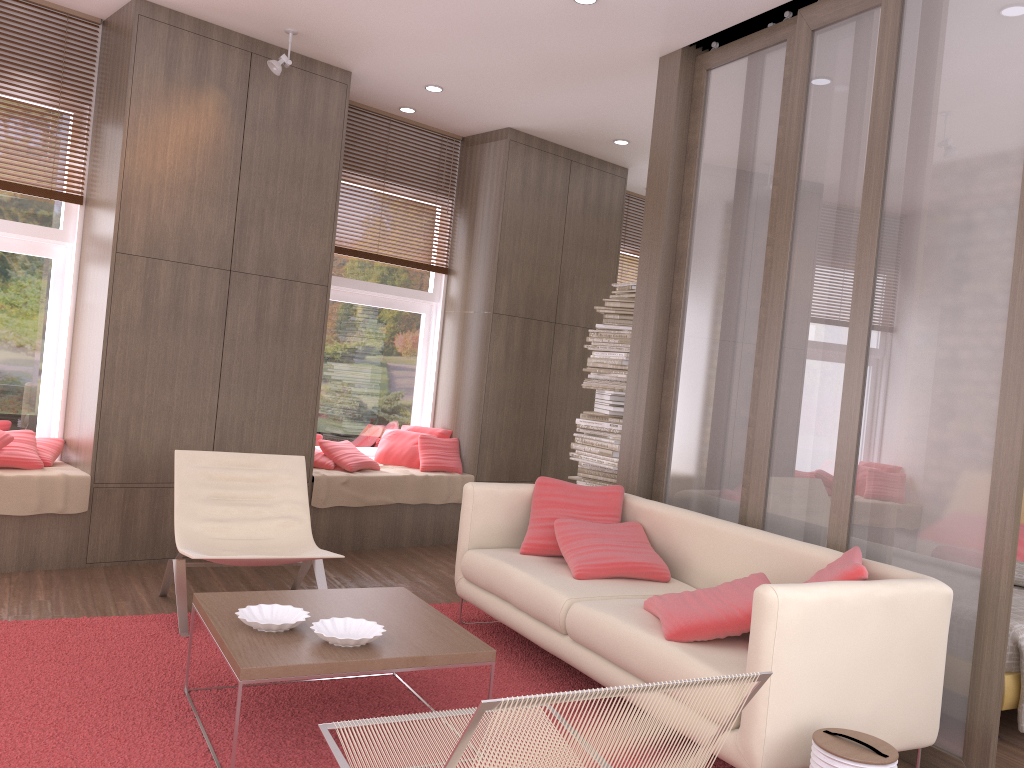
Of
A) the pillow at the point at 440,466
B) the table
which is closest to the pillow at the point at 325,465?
the pillow at the point at 440,466

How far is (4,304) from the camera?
5.3 meters

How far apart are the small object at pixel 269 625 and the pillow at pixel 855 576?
1.8m

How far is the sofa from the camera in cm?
273

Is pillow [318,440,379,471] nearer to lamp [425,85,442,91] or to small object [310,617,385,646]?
lamp [425,85,442,91]

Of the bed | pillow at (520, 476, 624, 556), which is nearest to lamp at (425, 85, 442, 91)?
pillow at (520, 476, 624, 556)

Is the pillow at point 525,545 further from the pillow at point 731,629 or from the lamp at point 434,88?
the lamp at point 434,88

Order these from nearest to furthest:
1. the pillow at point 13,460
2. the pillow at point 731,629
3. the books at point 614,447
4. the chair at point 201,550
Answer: the pillow at point 731,629
the chair at point 201,550
the pillow at point 13,460
the books at point 614,447

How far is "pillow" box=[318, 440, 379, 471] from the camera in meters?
6.3 m

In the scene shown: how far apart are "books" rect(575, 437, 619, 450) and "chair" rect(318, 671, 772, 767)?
3.57m
